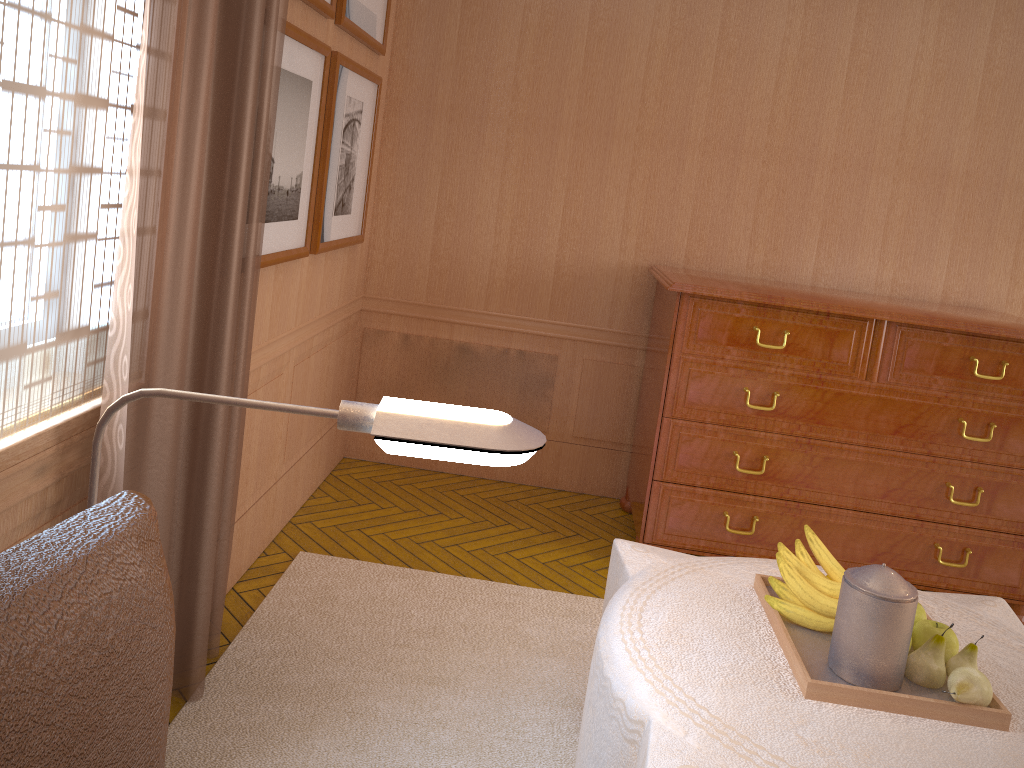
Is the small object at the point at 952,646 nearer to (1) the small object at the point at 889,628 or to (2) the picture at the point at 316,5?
(1) the small object at the point at 889,628

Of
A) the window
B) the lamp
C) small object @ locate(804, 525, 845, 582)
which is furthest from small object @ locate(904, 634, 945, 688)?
the window

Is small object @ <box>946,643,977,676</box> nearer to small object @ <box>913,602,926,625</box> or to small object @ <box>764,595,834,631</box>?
small object @ <box>913,602,926,625</box>

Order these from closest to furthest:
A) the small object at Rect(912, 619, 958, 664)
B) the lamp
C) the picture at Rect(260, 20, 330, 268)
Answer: the lamp, the small object at Rect(912, 619, 958, 664), the picture at Rect(260, 20, 330, 268)

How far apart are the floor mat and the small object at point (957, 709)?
1.2m

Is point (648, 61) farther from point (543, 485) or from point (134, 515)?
point (134, 515)

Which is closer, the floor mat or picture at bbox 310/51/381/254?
the floor mat

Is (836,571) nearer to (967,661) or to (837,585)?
(837,585)

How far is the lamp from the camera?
1.4 meters

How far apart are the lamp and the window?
1.38m
